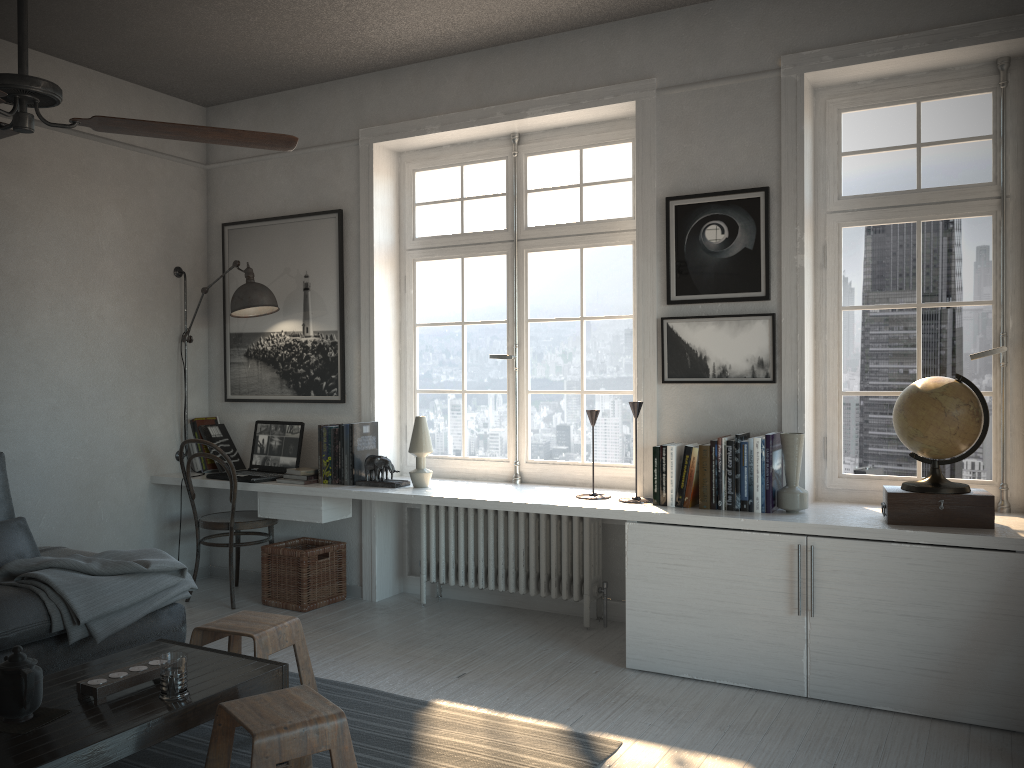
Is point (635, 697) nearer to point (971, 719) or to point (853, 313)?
point (971, 719)

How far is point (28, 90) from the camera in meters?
2.1

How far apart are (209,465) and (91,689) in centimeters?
286cm

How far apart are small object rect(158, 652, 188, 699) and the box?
2.49m

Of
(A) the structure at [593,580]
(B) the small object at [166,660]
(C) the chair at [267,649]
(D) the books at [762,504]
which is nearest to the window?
(A) the structure at [593,580]

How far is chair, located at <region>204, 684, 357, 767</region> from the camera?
2.24m

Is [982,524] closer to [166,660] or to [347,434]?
[166,660]

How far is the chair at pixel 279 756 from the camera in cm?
224

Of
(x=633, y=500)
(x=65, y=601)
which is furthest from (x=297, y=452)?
(x=633, y=500)

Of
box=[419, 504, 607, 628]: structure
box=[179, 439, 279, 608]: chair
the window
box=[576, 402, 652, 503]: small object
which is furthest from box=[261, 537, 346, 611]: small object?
box=[576, 402, 652, 503]: small object
